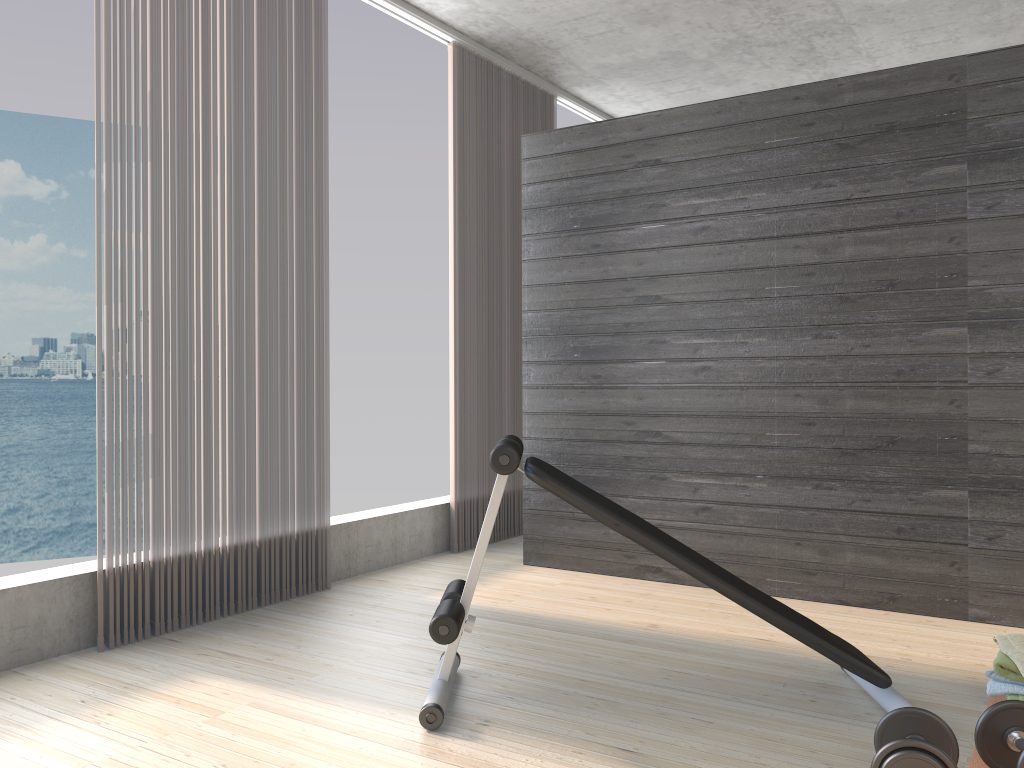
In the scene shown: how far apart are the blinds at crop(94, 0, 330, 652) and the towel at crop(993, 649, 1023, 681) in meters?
2.6

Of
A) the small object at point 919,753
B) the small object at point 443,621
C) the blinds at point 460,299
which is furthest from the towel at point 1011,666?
the blinds at point 460,299

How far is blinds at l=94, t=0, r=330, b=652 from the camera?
3.2 meters

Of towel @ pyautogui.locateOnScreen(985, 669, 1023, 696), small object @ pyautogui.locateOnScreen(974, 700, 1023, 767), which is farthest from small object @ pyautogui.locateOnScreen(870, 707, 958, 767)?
towel @ pyautogui.locateOnScreen(985, 669, 1023, 696)

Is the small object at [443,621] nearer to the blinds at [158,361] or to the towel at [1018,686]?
the towel at [1018,686]

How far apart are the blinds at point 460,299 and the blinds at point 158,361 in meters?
0.9

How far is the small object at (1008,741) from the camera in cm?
201

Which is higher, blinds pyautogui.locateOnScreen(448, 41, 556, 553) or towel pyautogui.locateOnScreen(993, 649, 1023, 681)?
blinds pyautogui.locateOnScreen(448, 41, 556, 553)

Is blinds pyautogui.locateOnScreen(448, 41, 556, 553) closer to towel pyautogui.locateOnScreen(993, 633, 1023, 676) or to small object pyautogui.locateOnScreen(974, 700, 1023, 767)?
towel pyautogui.locateOnScreen(993, 633, 1023, 676)

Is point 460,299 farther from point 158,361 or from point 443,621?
point 443,621
